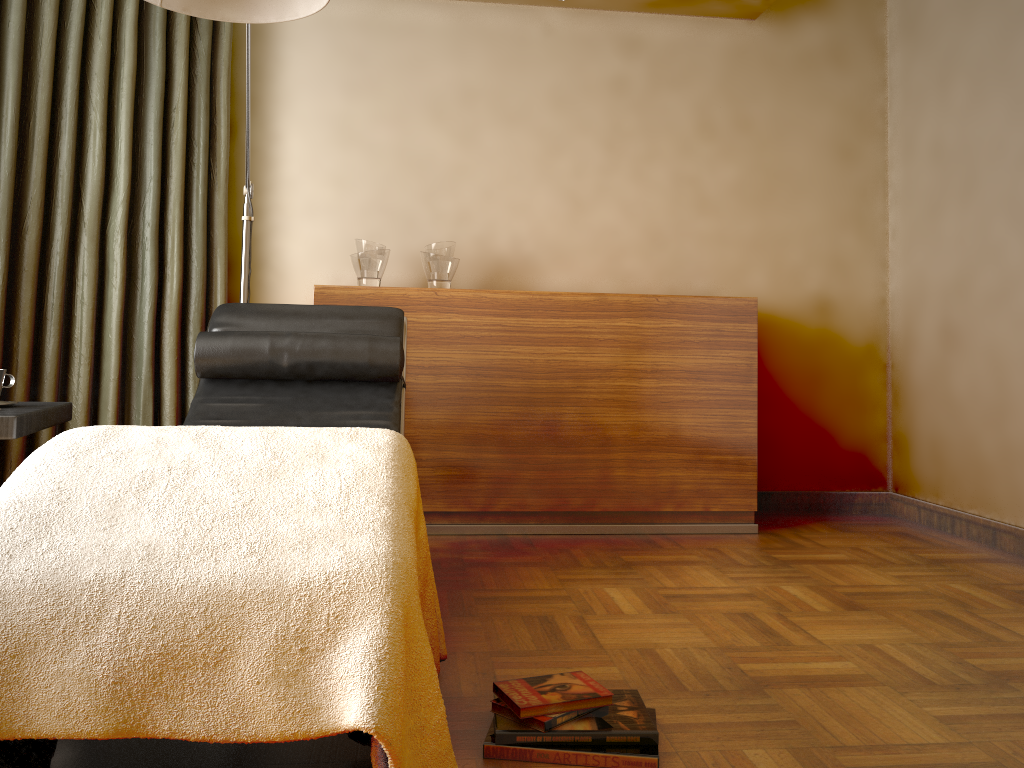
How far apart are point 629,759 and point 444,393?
1.9 meters

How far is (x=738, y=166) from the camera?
3.8 meters

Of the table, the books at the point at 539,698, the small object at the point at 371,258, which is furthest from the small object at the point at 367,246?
the books at the point at 539,698

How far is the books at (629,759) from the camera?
1.4 meters

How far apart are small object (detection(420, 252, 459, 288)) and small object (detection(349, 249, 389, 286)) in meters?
0.1

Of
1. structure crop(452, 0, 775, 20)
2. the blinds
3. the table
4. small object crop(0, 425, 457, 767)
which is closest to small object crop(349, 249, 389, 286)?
the blinds

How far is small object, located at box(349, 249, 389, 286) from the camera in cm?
329

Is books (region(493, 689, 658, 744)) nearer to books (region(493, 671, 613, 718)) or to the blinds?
books (region(493, 671, 613, 718))

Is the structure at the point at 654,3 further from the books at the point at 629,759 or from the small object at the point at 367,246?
the books at the point at 629,759

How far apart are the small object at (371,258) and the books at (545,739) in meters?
2.1 m
